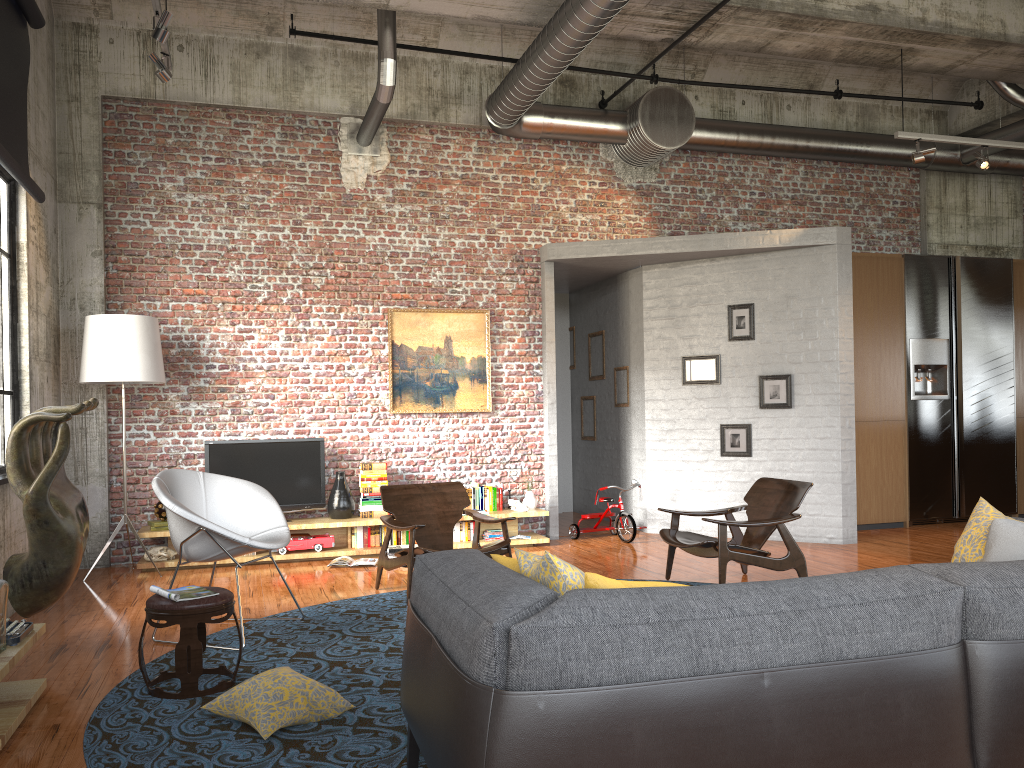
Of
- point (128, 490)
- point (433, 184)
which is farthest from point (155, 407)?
point (433, 184)

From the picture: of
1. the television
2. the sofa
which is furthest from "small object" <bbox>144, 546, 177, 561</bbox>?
the sofa

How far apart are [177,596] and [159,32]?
4.3 meters

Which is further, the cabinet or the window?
Answer: the cabinet

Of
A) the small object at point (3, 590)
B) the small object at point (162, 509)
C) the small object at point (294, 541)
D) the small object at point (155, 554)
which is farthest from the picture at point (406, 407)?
the small object at point (3, 590)

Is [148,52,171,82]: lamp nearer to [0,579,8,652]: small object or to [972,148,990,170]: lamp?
[0,579,8,652]: small object

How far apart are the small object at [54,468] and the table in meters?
0.8 m

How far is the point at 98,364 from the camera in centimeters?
740cm

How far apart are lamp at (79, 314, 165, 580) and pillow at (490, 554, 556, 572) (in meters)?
5.22

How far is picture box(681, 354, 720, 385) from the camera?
9.4 meters
